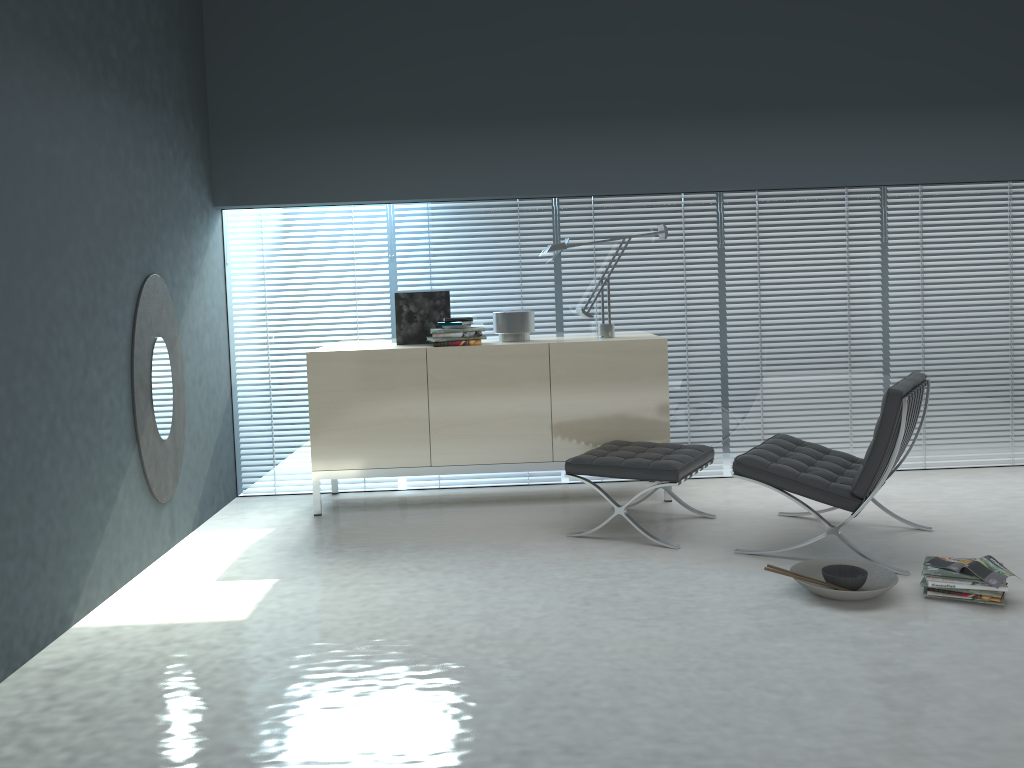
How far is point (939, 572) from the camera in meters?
3.2

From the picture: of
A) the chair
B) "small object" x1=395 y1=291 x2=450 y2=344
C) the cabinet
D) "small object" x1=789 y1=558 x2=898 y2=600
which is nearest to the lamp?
the cabinet

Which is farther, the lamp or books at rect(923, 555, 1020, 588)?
the lamp

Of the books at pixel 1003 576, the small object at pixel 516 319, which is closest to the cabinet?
the small object at pixel 516 319

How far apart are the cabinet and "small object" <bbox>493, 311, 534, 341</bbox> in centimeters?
6cm

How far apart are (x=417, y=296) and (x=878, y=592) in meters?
2.9 m

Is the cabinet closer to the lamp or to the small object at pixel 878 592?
the lamp

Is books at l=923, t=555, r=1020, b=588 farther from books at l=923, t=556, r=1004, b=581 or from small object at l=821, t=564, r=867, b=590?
small object at l=821, t=564, r=867, b=590

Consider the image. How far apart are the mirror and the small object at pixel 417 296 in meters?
1.2

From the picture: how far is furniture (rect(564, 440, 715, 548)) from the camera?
4.0m
